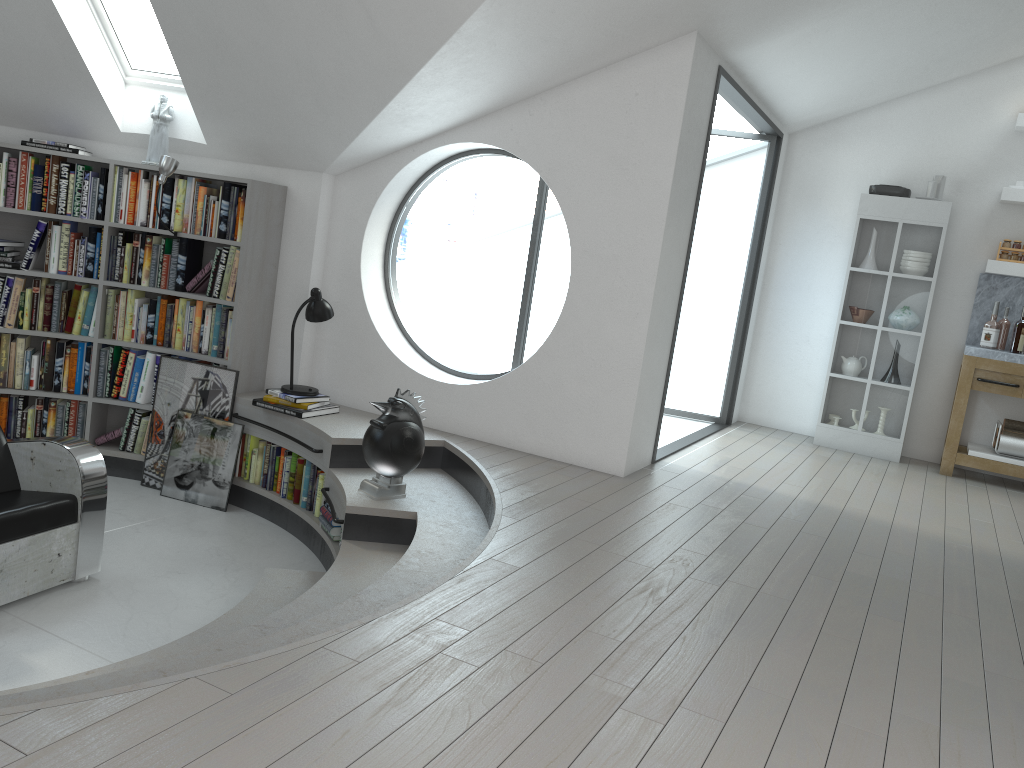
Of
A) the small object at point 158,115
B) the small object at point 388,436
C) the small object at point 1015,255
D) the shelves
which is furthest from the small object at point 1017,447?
the small object at point 158,115

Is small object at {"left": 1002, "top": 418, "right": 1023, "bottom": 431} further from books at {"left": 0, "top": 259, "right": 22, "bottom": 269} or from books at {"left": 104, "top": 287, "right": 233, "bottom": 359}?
books at {"left": 0, "top": 259, "right": 22, "bottom": 269}

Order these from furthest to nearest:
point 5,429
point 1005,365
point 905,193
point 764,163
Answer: point 764,163 < point 905,193 < point 1005,365 < point 5,429

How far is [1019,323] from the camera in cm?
637

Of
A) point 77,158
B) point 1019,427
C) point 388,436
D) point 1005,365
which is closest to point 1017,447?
point 1019,427

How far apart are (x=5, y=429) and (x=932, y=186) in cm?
676

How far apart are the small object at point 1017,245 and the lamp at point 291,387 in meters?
5.0

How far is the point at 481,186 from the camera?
36.2 meters

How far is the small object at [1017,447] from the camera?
6.3 meters

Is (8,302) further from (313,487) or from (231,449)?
(313,487)
